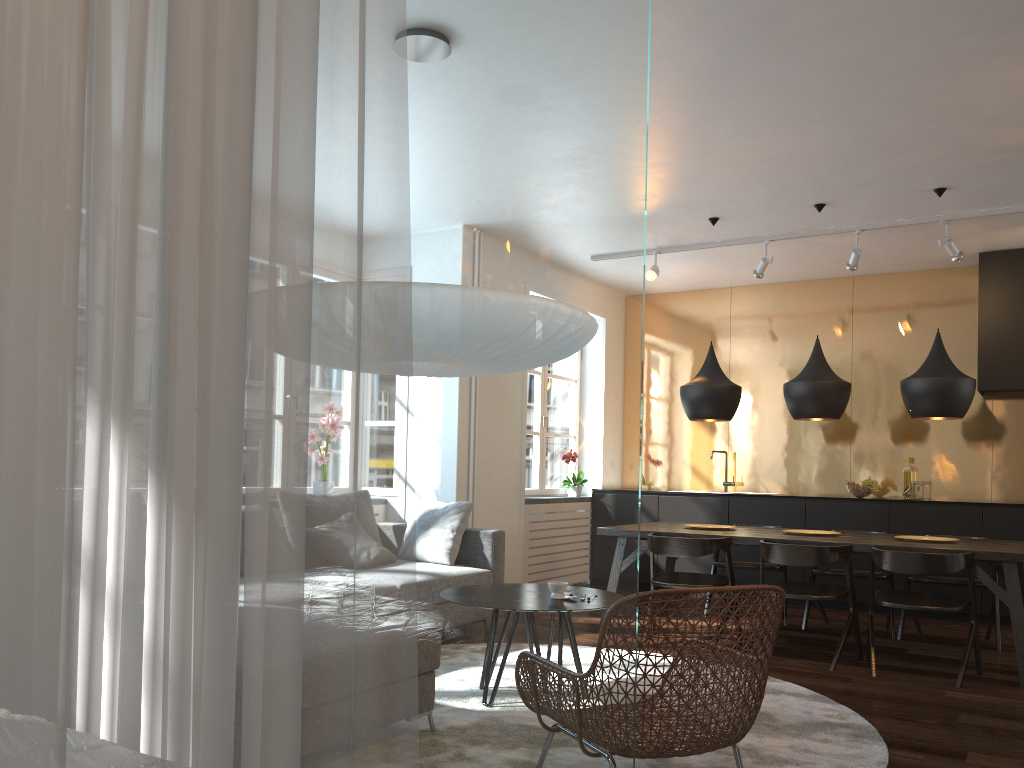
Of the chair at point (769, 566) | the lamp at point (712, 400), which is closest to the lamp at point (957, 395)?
the lamp at point (712, 400)

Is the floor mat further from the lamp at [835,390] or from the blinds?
the blinds

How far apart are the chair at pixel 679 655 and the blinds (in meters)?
1.46

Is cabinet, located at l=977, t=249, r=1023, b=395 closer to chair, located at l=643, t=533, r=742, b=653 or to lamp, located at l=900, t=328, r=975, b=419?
lamp, located at l=900, t=328, r=975, b=419

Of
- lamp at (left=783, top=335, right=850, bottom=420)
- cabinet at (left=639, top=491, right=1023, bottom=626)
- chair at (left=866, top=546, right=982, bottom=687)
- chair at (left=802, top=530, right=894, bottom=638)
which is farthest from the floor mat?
cabinet at (left=639, top=491, right=1023, bottom=626)

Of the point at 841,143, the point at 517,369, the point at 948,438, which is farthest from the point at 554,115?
the point at 948,438

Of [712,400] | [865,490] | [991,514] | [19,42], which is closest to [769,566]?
[712,400]

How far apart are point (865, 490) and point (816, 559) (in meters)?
2.51

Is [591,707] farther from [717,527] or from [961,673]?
[717,527]

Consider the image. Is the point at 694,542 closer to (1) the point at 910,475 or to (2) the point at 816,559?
(2) the point at 816,559
